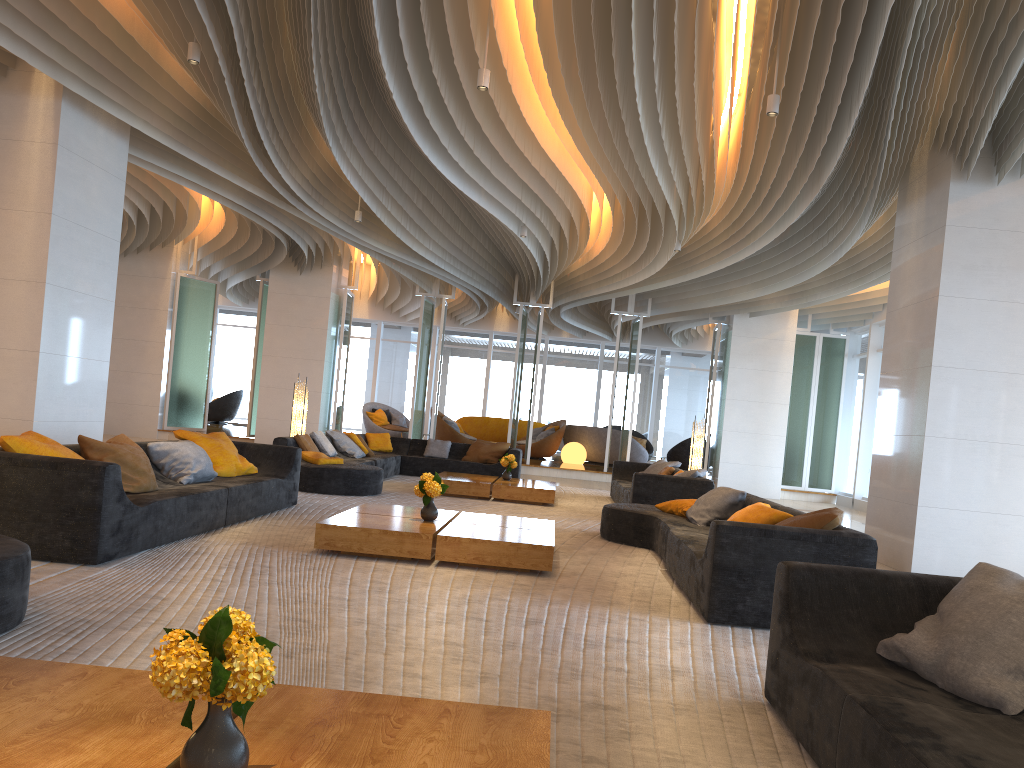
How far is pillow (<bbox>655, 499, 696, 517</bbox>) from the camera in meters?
8.0

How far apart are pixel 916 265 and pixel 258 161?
6.9m

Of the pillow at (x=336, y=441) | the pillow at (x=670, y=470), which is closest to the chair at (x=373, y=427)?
the pillow at (x=336, y=441)

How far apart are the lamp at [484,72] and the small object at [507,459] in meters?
6.0 m

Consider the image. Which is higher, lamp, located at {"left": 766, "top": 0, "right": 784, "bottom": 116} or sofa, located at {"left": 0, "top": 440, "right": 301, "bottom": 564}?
lamp, located at {"left": 766, "top": 0, "right": 784, "bottom": 116}

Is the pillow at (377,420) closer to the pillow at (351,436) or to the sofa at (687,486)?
the pillow at (351,436)

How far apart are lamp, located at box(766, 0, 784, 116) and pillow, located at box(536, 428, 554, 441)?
14.19m

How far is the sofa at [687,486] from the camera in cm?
995

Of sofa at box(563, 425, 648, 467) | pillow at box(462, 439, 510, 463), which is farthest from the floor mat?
sofa at box(563, 425, 648, 467)

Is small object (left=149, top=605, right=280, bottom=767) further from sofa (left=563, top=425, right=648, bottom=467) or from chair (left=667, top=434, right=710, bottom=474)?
chair (left=667, top=434, right=710, bottom=474)
